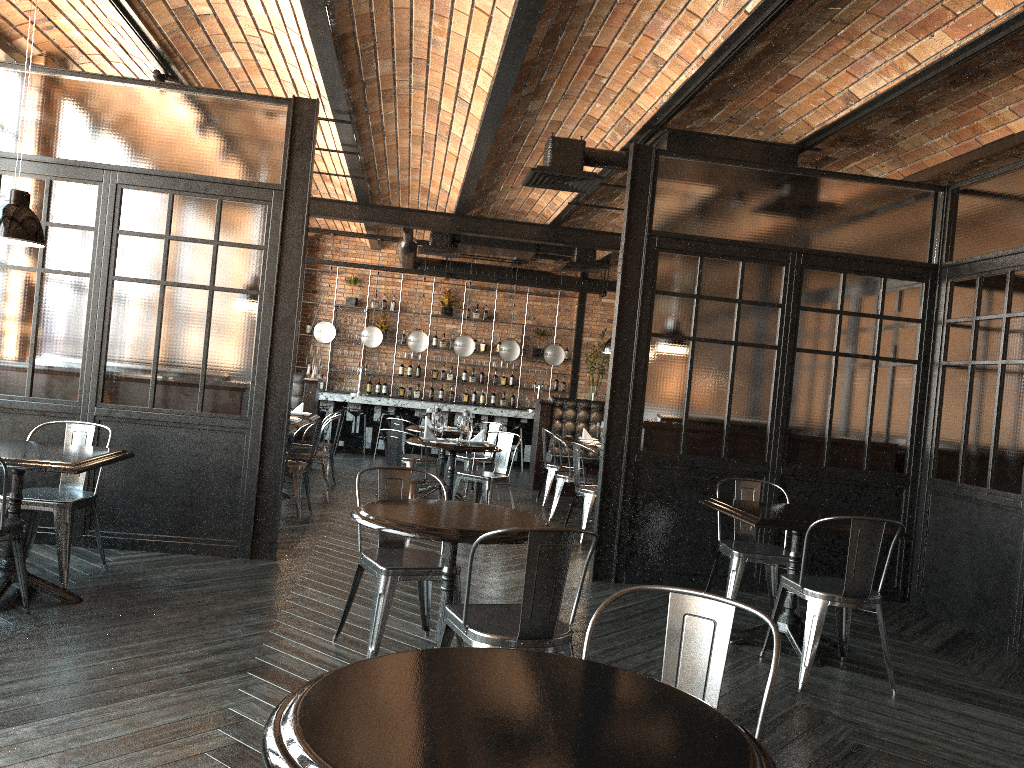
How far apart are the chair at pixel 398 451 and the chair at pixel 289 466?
0.77m

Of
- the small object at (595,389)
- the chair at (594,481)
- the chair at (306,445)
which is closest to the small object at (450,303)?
the small object at (595,389)

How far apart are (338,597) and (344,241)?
11.6m

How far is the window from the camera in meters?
6.6 m

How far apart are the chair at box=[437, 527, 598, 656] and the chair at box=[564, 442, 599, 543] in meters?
4.3

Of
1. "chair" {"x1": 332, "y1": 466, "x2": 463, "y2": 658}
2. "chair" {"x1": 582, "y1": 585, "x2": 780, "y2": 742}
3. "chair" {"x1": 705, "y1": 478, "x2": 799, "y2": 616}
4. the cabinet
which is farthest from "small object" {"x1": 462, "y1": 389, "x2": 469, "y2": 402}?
"chair" {"x1": 582, "y1": 585, "x2": 780, "y2": 742}

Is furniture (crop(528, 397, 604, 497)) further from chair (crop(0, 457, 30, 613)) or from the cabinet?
chair (crop(0, 457, 30, 613))

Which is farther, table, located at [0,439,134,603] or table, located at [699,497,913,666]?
table, located at [699,497,913,666]

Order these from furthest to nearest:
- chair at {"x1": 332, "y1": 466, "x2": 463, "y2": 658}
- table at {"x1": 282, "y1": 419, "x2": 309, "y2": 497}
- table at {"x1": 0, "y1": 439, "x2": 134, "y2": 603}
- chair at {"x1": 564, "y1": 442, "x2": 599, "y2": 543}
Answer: table at {"x1": 282, "y1": 419, "x2": 309, "y2": 497}
chair at {"x1": 564, "y1": 442, "x2": 599, "y2": 543}
table at {"x1": 0, "y1": 439, "x2": 134, "y2": 603}
chair at {"x1": 332, "y1": 466, "x2": 463, "y2": 658}

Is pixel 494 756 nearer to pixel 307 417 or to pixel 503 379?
pixel 307 417
